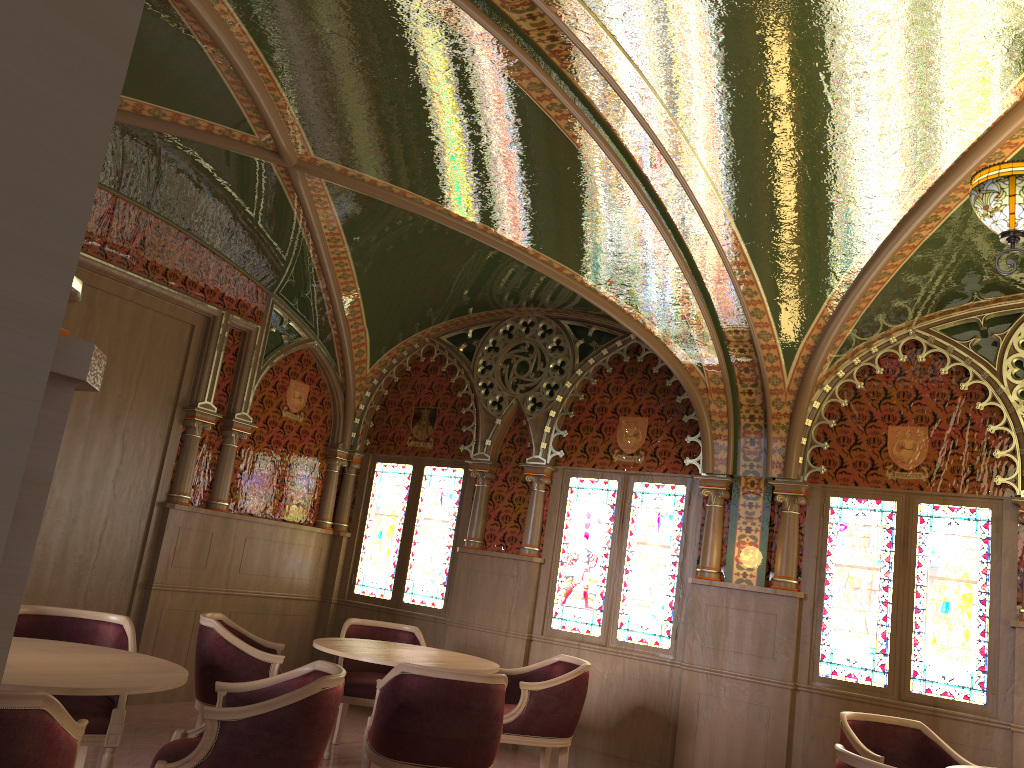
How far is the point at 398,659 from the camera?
5.0m

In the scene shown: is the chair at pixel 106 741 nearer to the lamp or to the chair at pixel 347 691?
the chair at pixel 347 691

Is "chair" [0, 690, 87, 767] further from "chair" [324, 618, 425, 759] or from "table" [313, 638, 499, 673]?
"chair" [324, 618, 425, 759]

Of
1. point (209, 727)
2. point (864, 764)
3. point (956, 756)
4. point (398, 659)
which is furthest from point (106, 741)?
point (956, 756)

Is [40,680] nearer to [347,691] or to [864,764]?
[864,764]

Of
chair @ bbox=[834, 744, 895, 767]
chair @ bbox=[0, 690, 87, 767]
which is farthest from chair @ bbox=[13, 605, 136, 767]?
chair @ bbox=[834, 744, 895, 767]

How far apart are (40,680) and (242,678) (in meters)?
2.02

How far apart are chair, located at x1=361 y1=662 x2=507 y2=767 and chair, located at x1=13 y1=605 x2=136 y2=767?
1.1m

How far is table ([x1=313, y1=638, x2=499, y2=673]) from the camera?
5.02m

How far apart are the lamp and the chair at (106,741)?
4.05m
